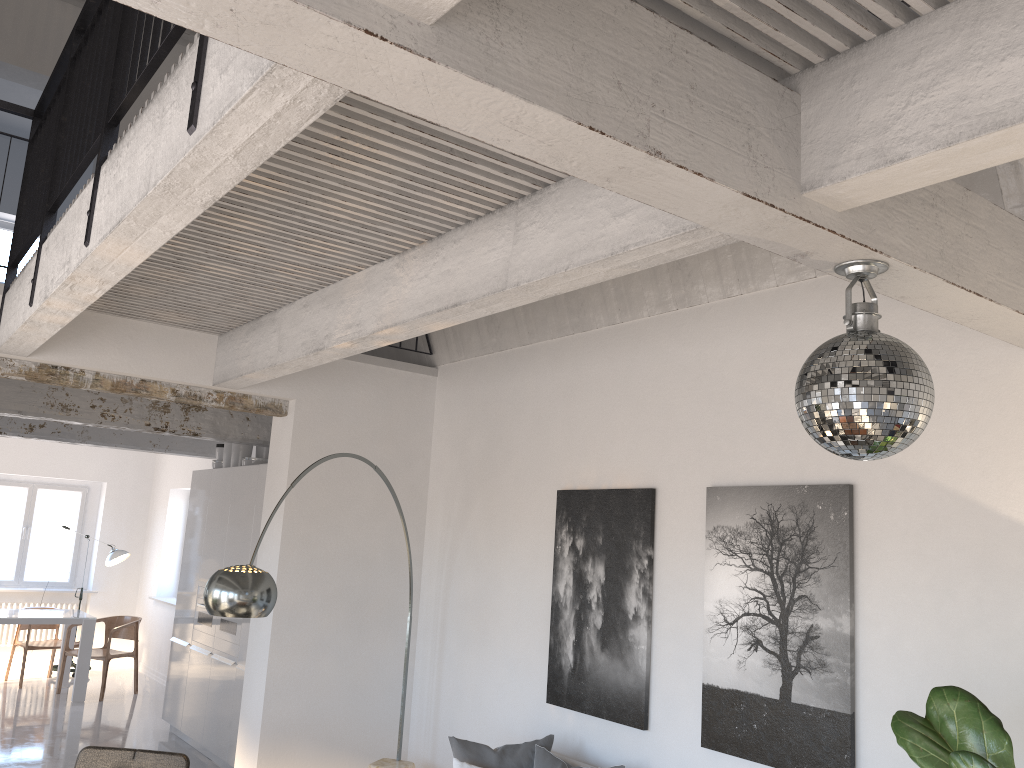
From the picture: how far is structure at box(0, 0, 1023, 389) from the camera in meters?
1.6

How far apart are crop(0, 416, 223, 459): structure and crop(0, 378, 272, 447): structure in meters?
2.1 m

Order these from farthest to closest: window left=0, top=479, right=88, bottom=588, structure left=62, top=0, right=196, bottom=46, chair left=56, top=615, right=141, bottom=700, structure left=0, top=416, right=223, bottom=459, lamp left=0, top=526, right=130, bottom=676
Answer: window left=0, top=479, right=88, bottom=588 < lamp left=0, top=526, right=130, bottom=676 < chair left=56, top=615, right=141, bottom=700 < structure left=0, top=416, right=223, bottom=459 < structure left=62, top=0, right=196, bottom=46

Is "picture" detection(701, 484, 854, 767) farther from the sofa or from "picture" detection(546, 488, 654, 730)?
the sofa

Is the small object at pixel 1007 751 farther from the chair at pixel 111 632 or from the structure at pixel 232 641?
the chair at pixel 111 632

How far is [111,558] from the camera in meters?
10.9

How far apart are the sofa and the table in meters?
6.6 m

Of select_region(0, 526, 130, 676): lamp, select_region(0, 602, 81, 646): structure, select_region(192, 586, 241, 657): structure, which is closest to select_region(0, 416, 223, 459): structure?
select_region(192, 586, 241, 657): structure

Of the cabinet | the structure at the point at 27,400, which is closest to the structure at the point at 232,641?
the cabinet

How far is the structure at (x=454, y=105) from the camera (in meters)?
1.64
